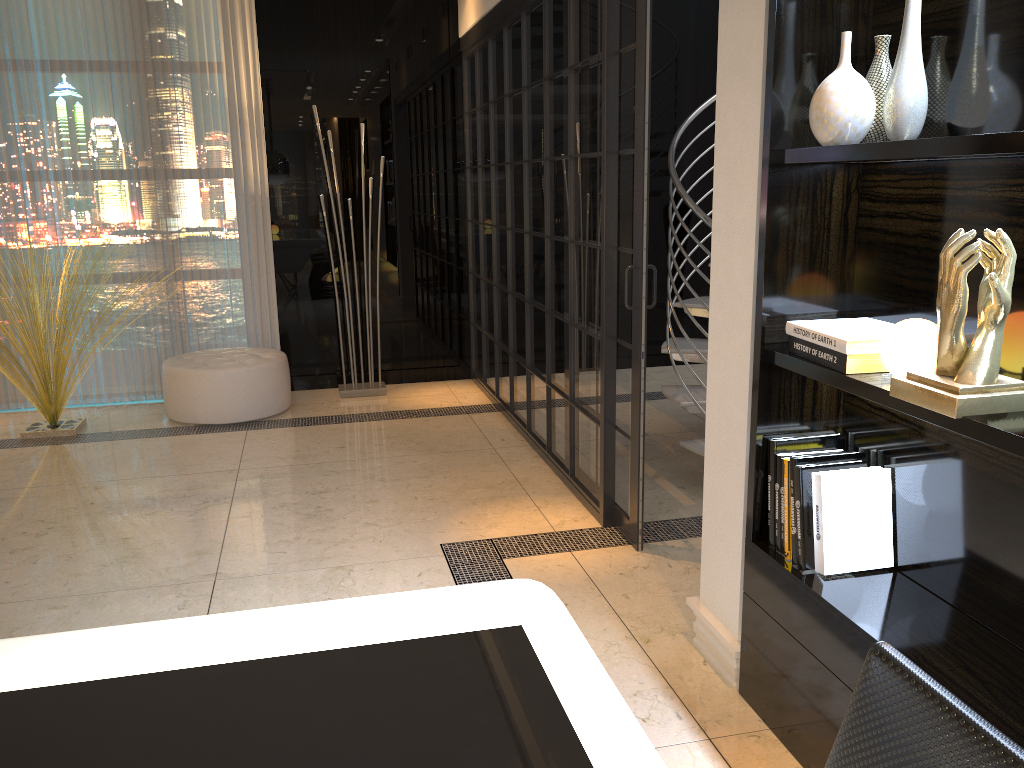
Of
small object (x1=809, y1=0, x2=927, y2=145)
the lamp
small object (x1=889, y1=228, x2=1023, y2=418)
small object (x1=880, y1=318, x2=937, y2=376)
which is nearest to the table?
small object (x1=889, y1=228, x2=1023, y2=418)

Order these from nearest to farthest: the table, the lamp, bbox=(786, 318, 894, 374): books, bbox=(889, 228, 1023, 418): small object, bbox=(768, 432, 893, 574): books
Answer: the table, bbox=(889, 228, 1023, 418): small object, bbox=(786, 318, 894, 374): books, bbox=(768, 432, 893, 574): books, the lamp

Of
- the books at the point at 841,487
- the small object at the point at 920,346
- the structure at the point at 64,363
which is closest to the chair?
the small object at the point at 920,346

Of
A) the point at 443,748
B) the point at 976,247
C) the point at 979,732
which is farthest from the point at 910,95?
the point at 443,748

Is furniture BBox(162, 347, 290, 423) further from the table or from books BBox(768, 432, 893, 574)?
the table

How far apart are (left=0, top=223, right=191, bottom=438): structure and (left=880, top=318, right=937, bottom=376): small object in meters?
4.0 m

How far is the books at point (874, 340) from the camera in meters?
1.8

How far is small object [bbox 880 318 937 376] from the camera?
1.7 meters

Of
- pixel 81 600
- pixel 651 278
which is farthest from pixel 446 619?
pixel 651 278

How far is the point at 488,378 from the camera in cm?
563
